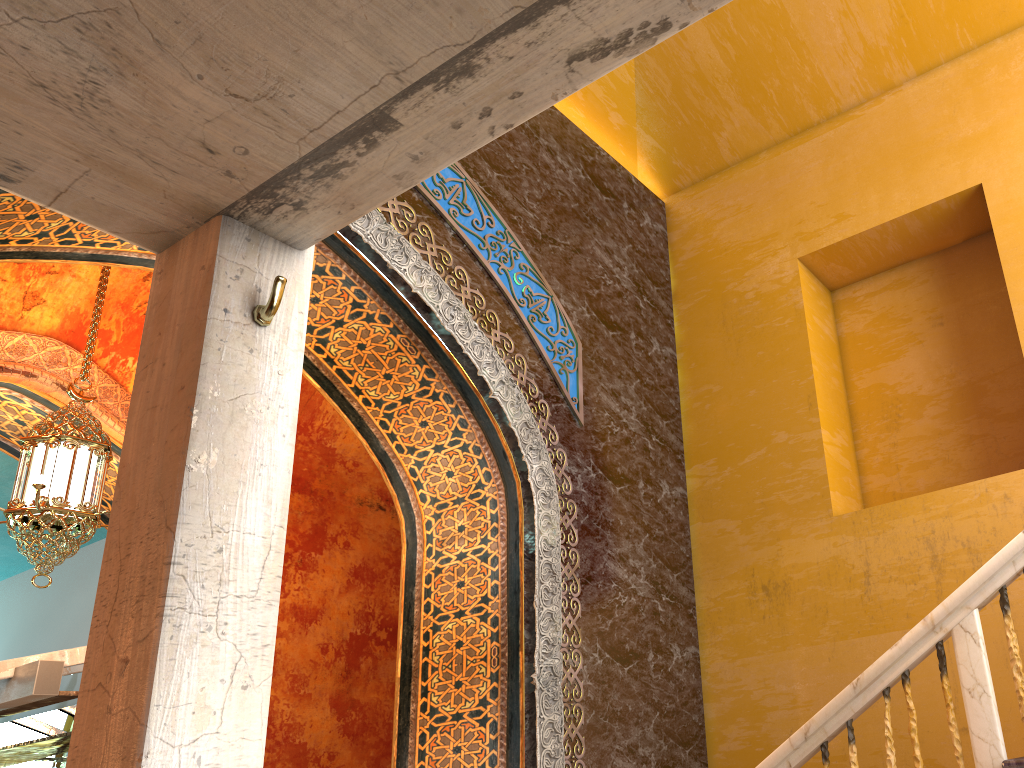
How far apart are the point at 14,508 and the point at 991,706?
5.6 meters

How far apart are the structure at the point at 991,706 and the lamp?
4.4m

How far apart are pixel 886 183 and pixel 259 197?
6.2m

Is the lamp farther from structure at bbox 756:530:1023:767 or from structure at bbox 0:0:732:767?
structure at bbox 756:530:1023:767

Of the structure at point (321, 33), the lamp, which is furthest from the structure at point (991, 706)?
the lamp

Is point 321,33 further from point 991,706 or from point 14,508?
point 14,508

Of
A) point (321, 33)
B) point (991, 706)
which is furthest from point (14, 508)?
point (991, 706)

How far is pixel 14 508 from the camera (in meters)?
5.68

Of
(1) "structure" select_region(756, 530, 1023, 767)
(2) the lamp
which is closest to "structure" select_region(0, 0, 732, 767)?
(1) "structure" select_region(756, 530, 1023, 767)

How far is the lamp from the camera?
5.68m
